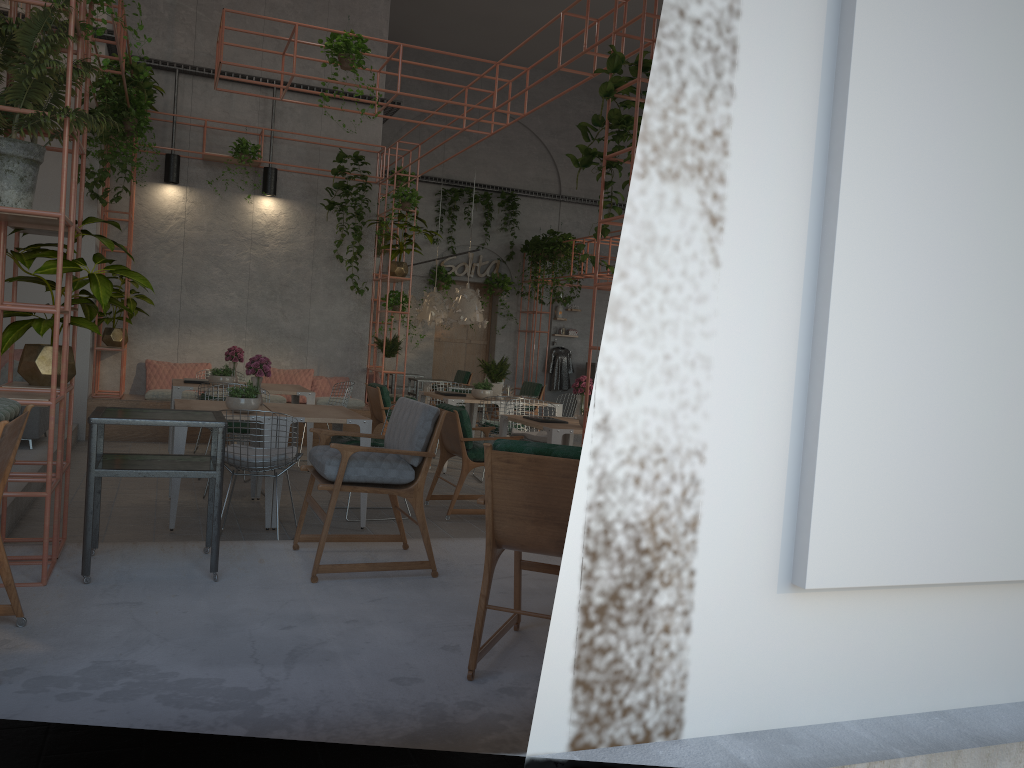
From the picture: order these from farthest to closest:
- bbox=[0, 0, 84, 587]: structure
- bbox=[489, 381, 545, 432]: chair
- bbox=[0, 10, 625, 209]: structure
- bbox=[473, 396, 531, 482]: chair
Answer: bbox=[489, 381, 545, 432]: chair < bbox=[0, 10, 625, 209]: structure < bbox=[473, 396, 531, 482]: chair < bbox=[0, 0, 84, 587]: structure

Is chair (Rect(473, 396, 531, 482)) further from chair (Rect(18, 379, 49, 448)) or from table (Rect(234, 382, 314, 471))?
chair (Rect(18, 379, 49, 448))

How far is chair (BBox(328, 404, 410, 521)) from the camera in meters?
7.0 m

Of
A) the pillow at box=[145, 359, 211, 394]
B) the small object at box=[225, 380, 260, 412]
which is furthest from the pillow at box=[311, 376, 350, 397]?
the small object at box=[225, 380, 260, 412]

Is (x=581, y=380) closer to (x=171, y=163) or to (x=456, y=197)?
(x=171, y=163)

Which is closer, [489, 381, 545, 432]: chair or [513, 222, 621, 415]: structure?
[489, 381, 545, 432]: chair

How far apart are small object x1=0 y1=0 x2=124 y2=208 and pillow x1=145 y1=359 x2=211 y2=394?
7.28m

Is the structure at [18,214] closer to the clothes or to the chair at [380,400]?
the chair at [380,400]

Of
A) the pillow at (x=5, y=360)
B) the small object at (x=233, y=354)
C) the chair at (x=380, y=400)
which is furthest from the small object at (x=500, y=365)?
the pillow at (x=5, y=360)

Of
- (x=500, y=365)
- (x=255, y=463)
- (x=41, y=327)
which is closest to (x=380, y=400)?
(x=500, y=365)
